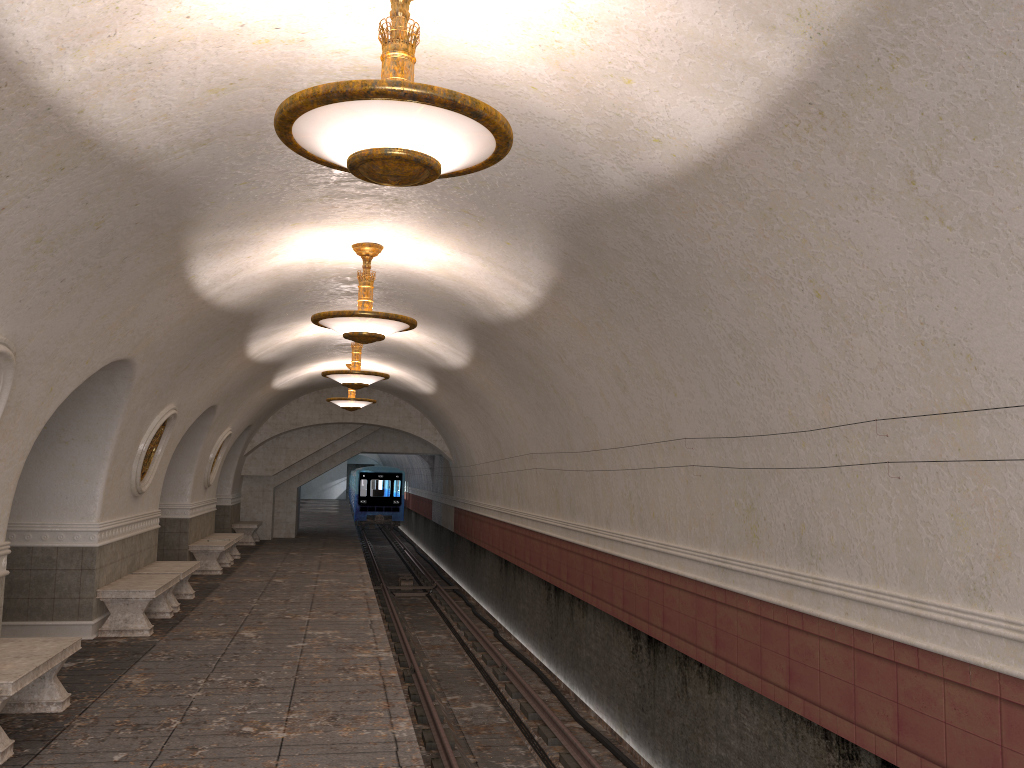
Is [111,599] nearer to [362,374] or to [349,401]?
[362,374]

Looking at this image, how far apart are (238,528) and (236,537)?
4.4m

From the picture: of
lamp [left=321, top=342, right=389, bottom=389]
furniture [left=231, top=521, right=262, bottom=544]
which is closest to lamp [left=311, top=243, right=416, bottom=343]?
lamp [left=321, top=342, right=389, bottom=389]

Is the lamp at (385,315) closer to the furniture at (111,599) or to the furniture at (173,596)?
the furniture at (111,599)

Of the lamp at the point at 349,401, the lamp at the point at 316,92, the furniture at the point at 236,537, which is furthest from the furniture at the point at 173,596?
the lamp at the point at 316,92

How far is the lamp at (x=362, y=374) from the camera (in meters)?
12.80

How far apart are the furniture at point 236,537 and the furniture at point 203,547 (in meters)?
0.49

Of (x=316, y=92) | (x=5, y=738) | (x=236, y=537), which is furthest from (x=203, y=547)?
(x=316, y=92)

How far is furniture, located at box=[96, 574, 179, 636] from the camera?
9.63m

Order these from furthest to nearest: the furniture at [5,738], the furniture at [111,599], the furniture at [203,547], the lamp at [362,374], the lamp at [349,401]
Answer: the lamp at [349,401]
the furniture at [203,547]
the lamp at [362,374]
the furniture at [111,599]
the furniture at [5,738]
